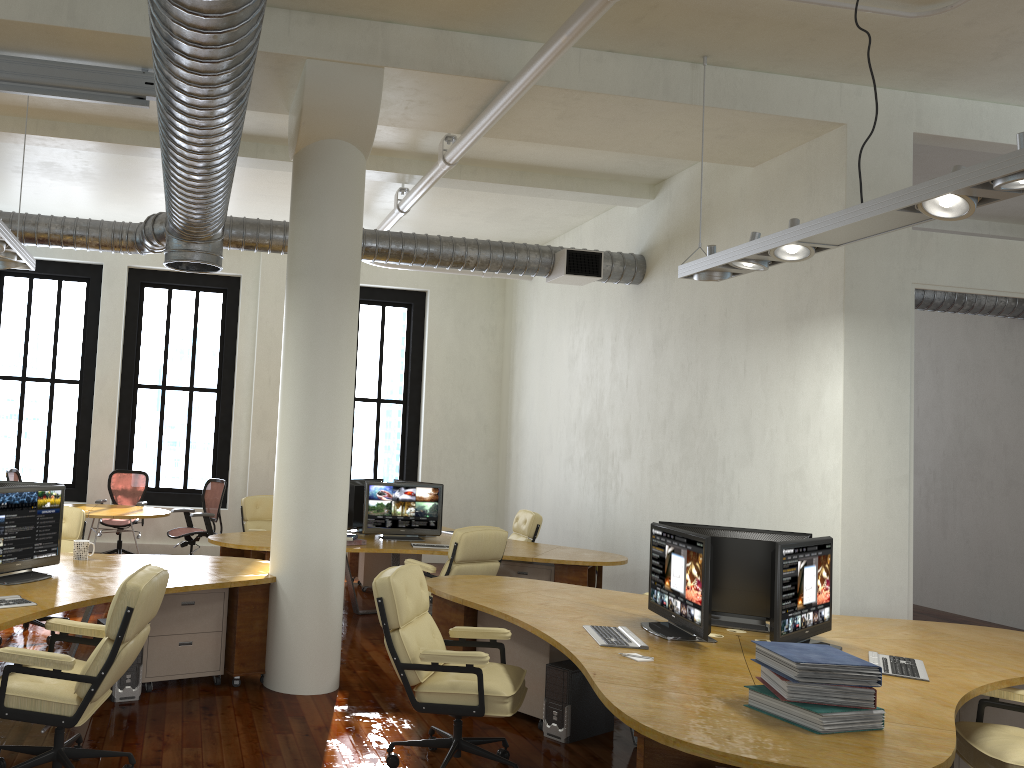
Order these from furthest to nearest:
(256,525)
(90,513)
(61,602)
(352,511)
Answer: (256,525) < (90,513) < (352,511) < (61,602)

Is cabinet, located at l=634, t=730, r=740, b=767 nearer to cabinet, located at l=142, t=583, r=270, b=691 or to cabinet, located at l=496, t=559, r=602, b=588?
cabinet, located at l=142, t=583, r=270, b=691

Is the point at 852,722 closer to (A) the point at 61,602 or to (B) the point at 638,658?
(B) the point at 638,658

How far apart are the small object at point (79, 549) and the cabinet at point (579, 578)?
3.9 meters

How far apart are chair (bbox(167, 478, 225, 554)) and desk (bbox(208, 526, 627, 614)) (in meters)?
1.67

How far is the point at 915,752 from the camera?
2.9 meters

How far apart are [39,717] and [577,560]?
5.2m

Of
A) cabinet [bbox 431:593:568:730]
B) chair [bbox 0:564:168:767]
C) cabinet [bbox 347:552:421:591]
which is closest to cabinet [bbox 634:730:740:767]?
cabinet [bbox 431:593:568:730]

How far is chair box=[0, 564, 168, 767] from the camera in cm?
382

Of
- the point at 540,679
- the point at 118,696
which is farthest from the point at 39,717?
the point at 540,679
